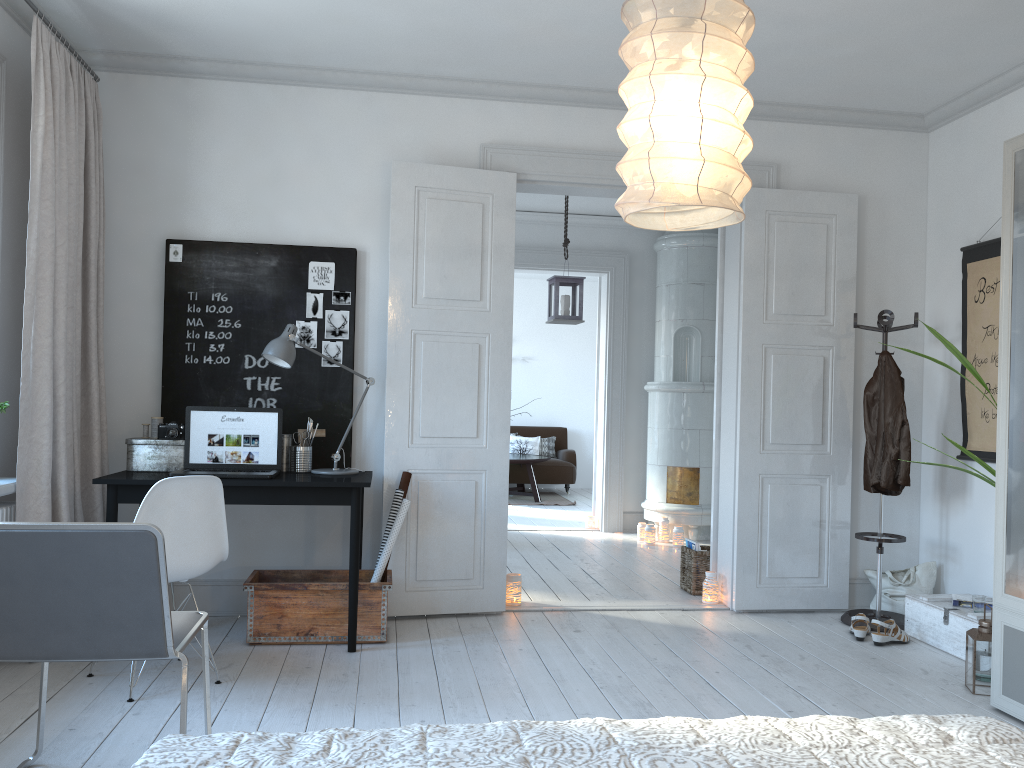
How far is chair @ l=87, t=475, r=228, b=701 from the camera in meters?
3.3

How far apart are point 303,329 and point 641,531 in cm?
388

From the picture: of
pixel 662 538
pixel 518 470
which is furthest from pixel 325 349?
pixel 518 470

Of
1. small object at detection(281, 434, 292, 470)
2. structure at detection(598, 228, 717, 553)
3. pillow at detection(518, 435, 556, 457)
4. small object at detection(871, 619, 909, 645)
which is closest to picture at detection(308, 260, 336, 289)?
small object at detection(281, 434, 292, 470)

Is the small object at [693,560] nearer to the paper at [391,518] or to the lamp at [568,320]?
the lamp at [568,320]

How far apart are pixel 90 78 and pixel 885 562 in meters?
4.9 m

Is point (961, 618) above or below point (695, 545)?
below

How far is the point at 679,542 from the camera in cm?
709

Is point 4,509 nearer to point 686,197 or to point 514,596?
point 514,596

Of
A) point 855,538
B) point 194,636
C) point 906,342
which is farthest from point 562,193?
point 194,636
